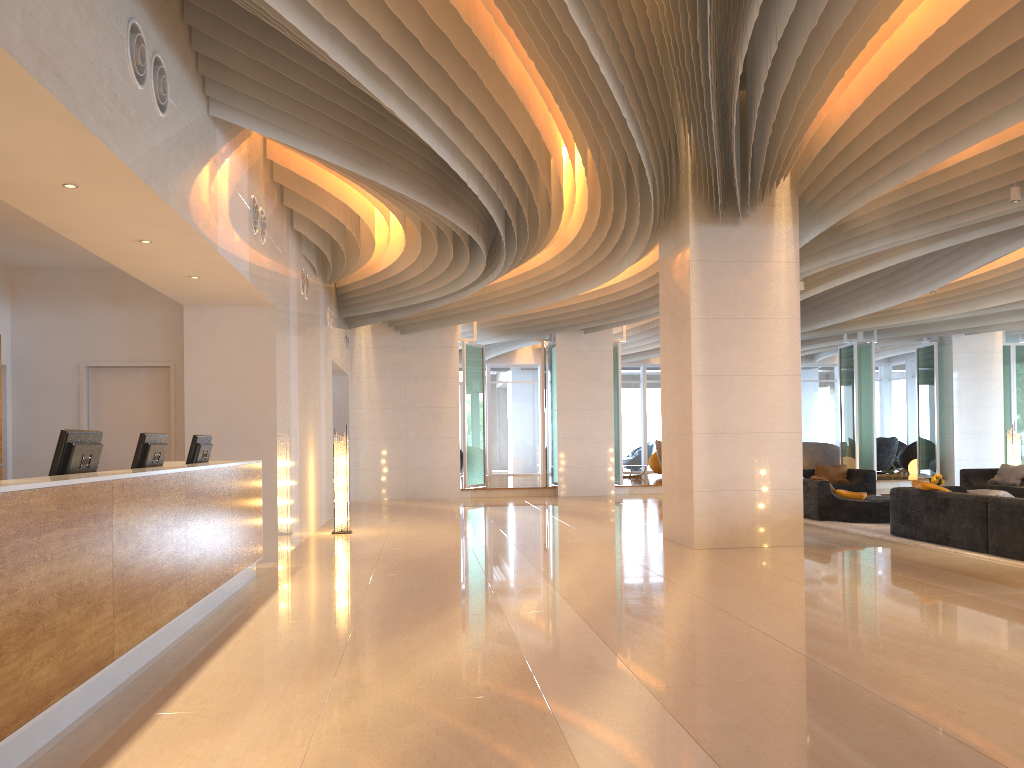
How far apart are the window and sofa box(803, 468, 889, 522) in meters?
10.4 m

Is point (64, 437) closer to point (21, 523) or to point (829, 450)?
point (21, 523)

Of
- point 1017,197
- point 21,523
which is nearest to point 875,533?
point 1017,197

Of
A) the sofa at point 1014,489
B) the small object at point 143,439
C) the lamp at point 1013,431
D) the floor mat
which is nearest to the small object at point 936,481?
the sofa at point 1014,489

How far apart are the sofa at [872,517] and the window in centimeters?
1043cm

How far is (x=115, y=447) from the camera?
9.1 meters

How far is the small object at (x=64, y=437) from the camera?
4.55m

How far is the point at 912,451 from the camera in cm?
2442

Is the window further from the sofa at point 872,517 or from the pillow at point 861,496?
the pillow at point 861,496

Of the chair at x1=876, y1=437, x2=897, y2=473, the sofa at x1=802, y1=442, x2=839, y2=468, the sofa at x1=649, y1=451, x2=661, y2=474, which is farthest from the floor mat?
the chair at x1=876, y1=437, x2=897, y2=473
